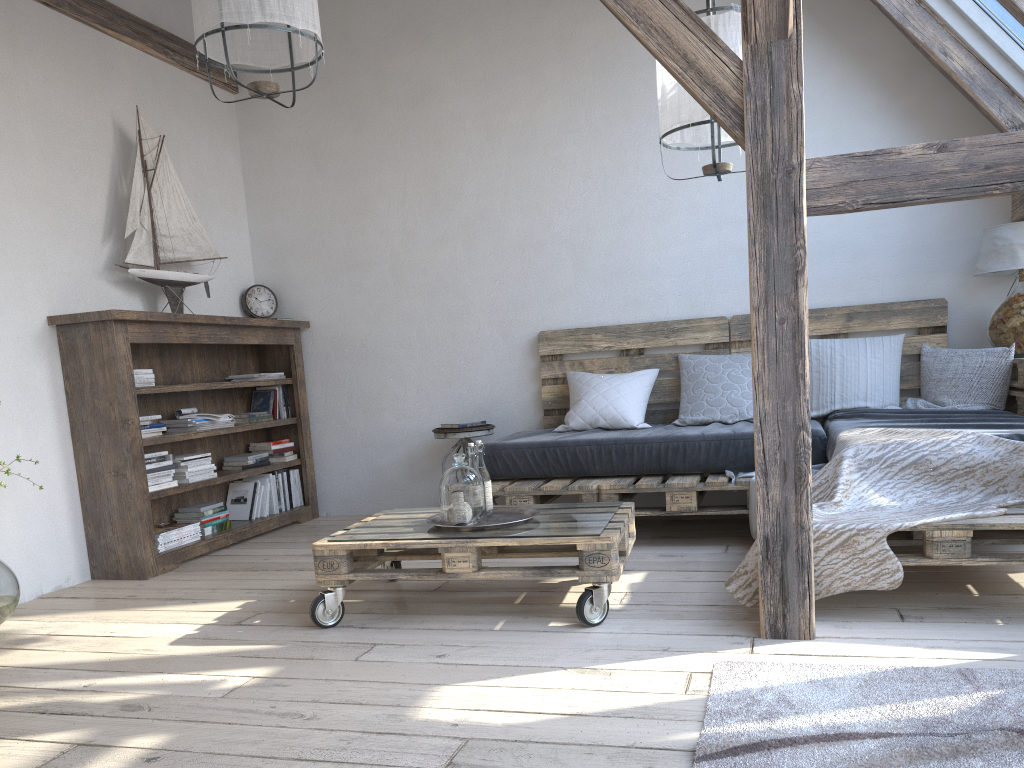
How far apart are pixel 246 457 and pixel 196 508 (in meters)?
0.46

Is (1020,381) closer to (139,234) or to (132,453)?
(132,453)

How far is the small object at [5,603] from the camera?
3.1m

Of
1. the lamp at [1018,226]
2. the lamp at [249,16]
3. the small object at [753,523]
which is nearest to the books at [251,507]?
the lamp at [249,16]

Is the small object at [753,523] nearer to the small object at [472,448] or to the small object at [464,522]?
the small object at [472,448]

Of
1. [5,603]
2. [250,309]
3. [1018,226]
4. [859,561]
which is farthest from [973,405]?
[5,603]

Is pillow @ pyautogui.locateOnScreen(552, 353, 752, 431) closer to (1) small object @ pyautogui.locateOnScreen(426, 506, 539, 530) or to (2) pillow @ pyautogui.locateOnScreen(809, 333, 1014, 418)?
(2) pillow @ pyautogui.locateOnScreen(809, 333, 1014, 418)

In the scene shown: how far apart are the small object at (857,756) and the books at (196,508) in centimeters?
299cm

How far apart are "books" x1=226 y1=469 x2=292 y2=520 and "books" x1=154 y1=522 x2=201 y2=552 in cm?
53

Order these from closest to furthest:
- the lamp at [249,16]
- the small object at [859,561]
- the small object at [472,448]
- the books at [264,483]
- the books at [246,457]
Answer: the small object at [859,561], the lamp at [249,16], the small object at [472,448], the books at [246,457], the books at [264,483]
